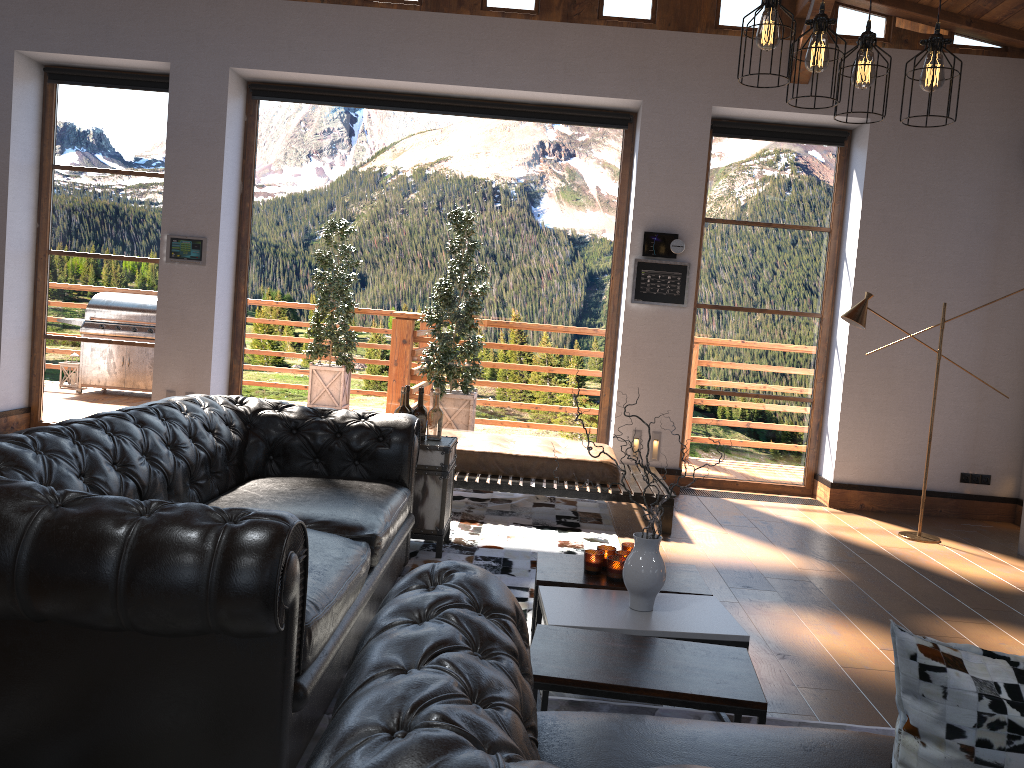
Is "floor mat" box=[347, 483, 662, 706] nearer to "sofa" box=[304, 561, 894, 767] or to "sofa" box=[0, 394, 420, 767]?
"sofa" box=[0, 394, 420, 767]

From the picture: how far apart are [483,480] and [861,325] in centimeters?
275cm

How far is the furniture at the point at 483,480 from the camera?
5.7m

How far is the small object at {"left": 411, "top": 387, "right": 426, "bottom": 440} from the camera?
4.8m

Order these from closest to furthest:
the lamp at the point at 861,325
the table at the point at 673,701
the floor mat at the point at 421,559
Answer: → the table at the point at 673,701 < the floor mat at the point at 421,559 < the lamp at the point at 861,325

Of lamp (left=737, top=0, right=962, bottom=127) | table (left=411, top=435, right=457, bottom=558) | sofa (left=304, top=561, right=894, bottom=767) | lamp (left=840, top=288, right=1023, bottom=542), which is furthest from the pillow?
lamp (left=840, top=288, right=1023, bottom=542)

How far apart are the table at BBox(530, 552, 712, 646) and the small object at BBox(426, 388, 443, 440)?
1.4 meters

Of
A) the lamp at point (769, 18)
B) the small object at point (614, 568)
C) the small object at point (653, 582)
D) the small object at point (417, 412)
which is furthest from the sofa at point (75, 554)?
the lamp at point (769, 18)

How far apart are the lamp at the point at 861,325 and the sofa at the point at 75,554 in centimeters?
324cm

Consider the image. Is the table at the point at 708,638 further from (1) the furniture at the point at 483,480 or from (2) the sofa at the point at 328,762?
(1) the furniture at the point at 483,480
